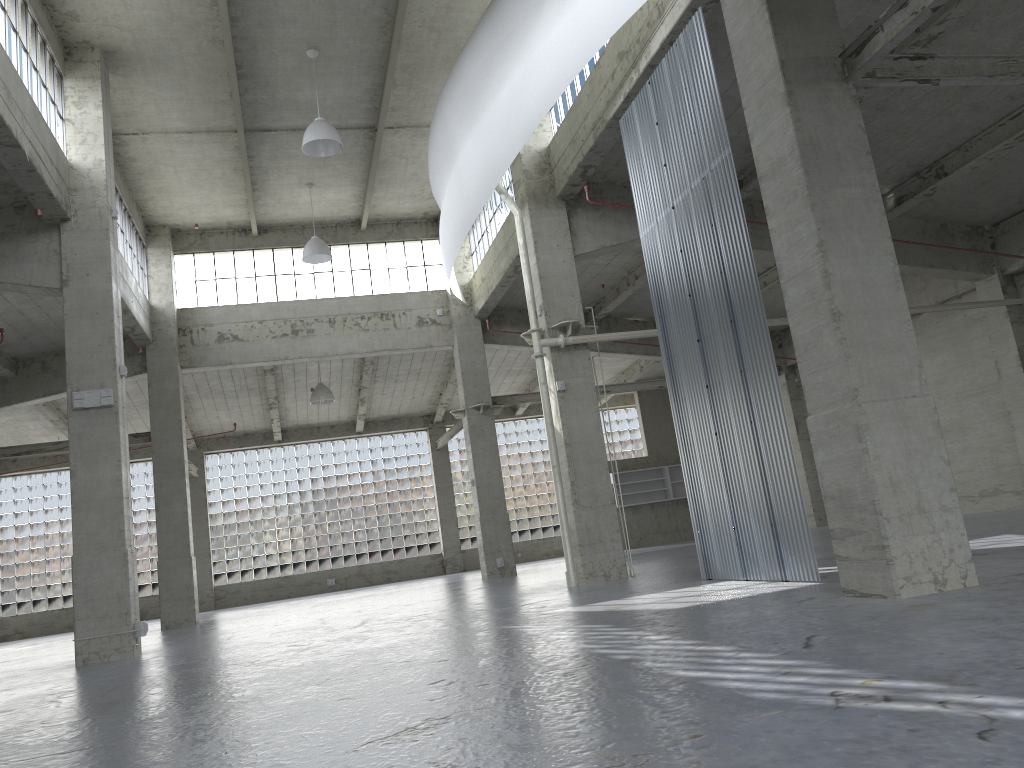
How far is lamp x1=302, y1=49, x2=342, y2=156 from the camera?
23.63m

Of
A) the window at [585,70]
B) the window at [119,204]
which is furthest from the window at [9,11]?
the window at [585,70]

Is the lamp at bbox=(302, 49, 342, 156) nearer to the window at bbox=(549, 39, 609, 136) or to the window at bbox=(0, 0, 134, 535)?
the window at bbox=(0, 0, 134, 535)

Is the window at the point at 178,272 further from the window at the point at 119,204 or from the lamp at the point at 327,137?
the lamp at the point at 327,137

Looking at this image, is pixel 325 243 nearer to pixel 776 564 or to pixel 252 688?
pixel 776 564

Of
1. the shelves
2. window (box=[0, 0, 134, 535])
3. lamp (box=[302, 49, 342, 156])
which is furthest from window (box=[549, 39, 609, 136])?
the shelves

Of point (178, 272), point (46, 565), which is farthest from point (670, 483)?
point (46, 565)

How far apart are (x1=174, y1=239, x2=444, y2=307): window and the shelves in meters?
16.0

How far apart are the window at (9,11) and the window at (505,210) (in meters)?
14.02

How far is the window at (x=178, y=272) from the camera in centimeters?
3584cm
